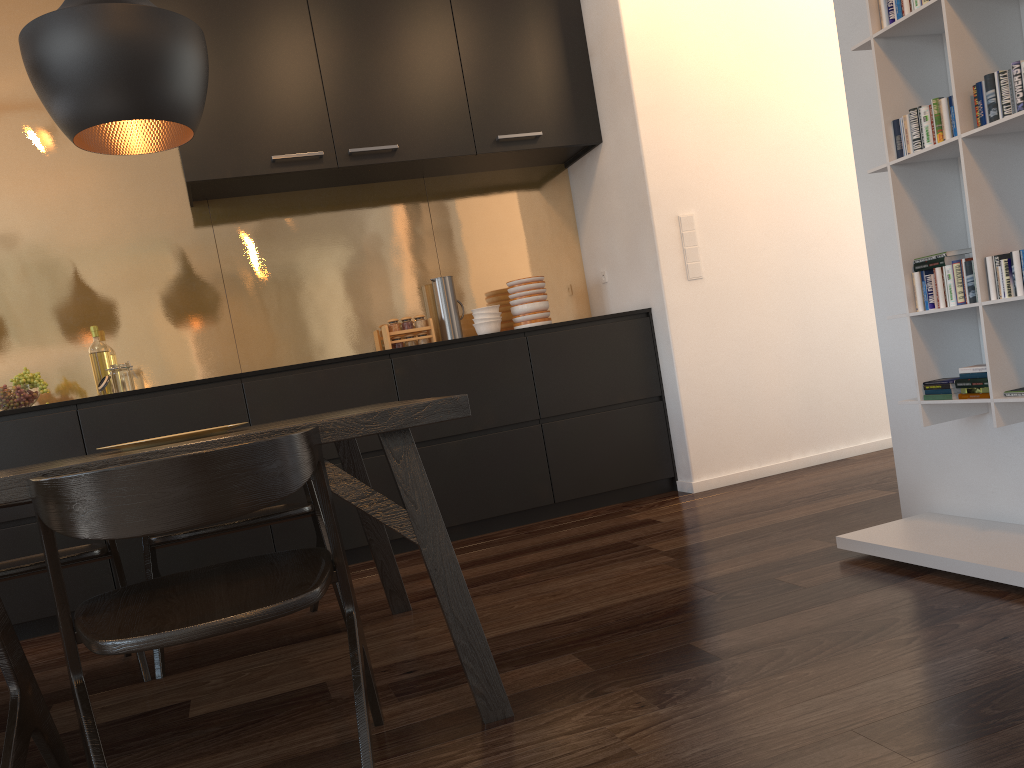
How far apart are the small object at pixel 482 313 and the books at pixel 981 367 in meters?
2.6 m

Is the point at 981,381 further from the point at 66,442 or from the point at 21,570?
the point at 66,442

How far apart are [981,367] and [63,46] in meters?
2.3 m

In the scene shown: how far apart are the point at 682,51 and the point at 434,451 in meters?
2.2

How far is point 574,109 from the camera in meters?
4.4 m

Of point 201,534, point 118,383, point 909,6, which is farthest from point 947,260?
point 118,383

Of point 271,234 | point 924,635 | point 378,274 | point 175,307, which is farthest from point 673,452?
point 175,307

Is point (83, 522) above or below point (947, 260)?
below

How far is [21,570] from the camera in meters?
2.4

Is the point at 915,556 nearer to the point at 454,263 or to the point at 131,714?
the point at 131,714
